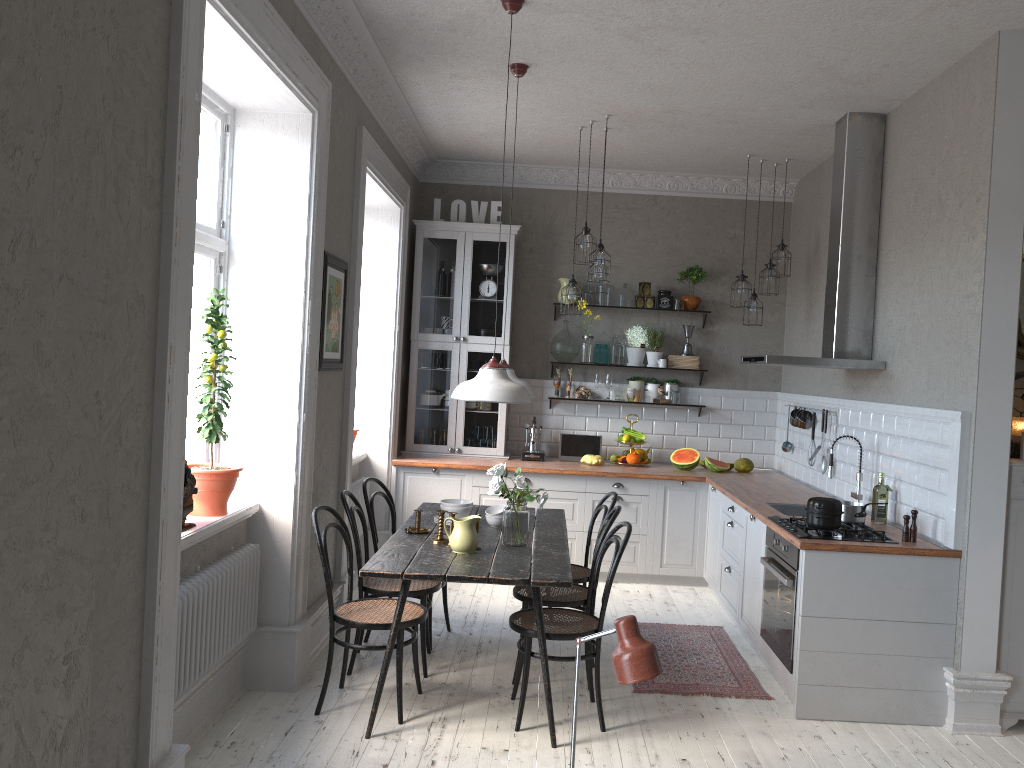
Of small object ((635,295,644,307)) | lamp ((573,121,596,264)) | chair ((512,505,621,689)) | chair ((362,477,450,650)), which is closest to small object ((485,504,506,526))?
chair ((512,505,621,689))

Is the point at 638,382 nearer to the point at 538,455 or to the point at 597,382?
the point at 597,382

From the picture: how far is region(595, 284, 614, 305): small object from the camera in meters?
7.4

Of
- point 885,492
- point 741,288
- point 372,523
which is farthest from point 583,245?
point 885,492

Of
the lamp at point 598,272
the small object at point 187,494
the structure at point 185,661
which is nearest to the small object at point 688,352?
the lamp at point 598,272

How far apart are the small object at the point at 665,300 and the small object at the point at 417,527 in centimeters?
349cm

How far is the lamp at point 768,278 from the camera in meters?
6.8

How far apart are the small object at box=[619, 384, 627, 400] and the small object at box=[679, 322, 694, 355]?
0.6 meters

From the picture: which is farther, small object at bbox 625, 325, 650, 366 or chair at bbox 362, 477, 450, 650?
small object at bbox 625, 325, 650, 366

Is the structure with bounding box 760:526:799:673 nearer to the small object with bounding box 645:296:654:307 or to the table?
the table
